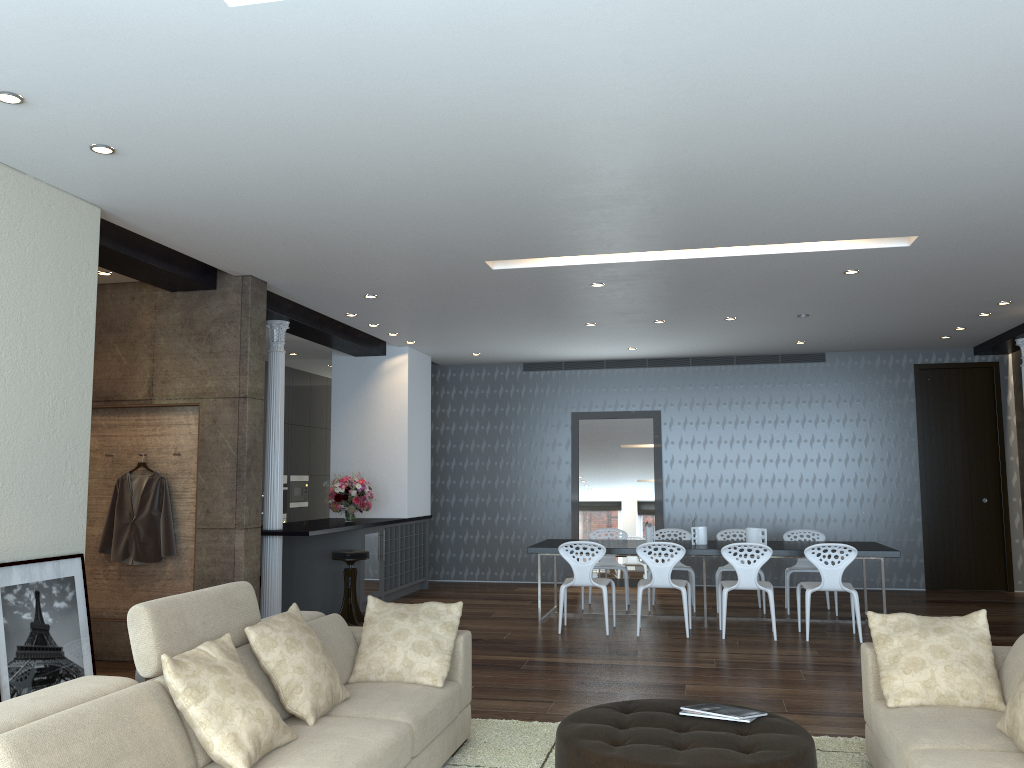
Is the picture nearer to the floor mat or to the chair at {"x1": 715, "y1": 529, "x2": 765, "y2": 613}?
the floor mat

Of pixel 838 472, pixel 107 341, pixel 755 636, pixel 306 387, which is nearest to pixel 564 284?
pixel 755 636

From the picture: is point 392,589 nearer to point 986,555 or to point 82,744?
point 986,555

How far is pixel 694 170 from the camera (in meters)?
4.67

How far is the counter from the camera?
8.0m

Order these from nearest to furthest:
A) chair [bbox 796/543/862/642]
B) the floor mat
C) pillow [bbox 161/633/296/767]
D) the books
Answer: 1. pillow [bbox 161/633/296/767]
2. the books
3. the floor mat
4. chair [bbox 796/543/862/642]

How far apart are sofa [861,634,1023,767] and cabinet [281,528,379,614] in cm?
593

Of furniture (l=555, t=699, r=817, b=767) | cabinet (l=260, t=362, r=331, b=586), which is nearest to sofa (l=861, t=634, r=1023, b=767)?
furniture (l=555, t=699, r=817, b=767)

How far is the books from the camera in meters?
3.7 m

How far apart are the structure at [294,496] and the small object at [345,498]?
3.0m
